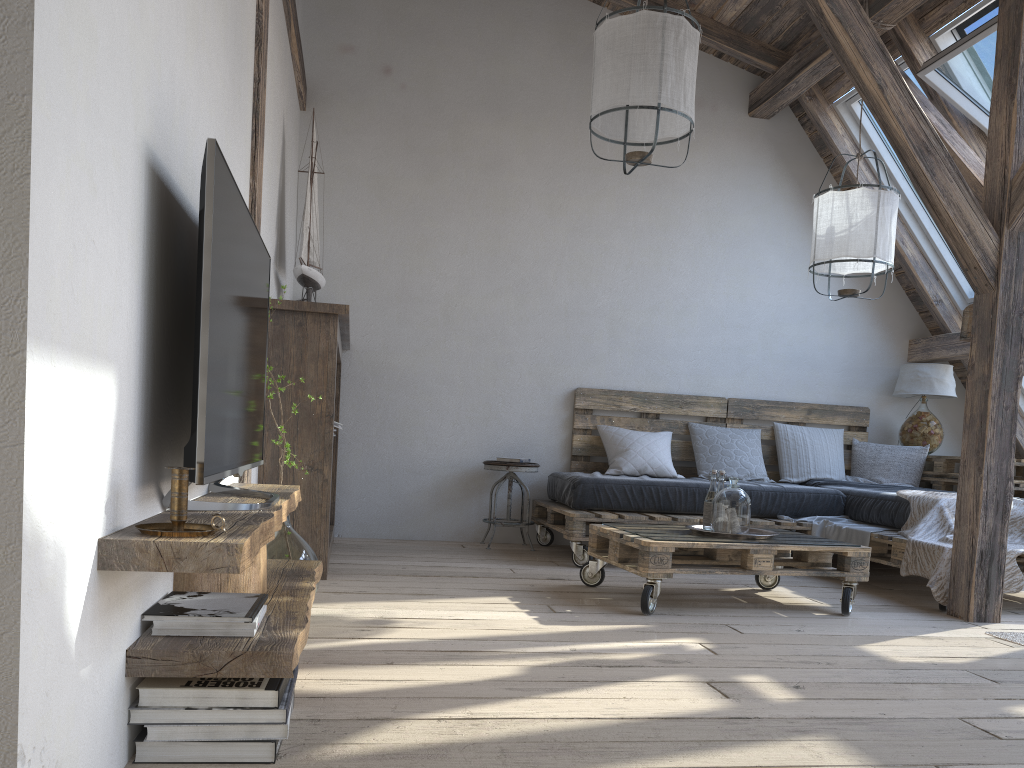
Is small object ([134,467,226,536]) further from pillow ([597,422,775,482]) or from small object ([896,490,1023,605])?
pillow ([597,422,775,482])

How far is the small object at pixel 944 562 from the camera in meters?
3.7 m

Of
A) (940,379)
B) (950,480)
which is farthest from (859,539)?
(940,379)

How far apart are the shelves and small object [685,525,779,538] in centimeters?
166cm

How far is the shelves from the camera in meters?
1.4 m

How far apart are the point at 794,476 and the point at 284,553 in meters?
3.7

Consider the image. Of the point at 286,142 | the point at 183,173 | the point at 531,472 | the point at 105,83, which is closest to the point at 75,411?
the point at 105,83

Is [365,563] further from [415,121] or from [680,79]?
[415,121]

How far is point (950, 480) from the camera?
5.3m

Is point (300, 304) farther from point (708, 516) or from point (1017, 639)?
point (1017, 639)
